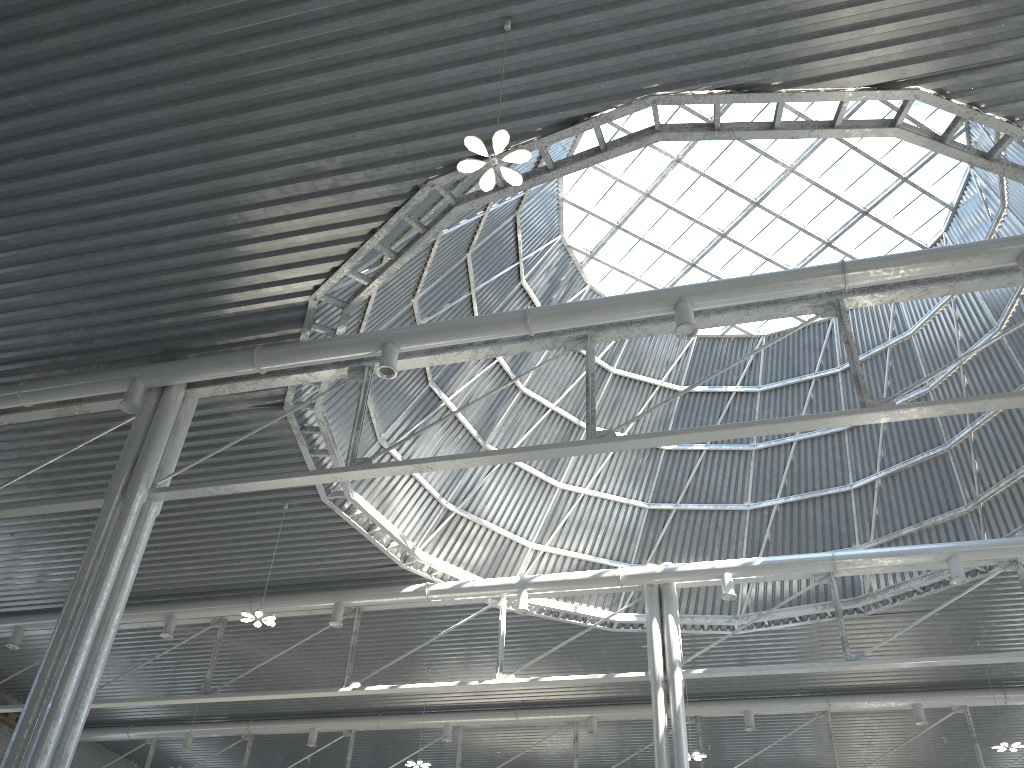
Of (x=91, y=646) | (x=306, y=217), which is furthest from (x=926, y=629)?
(x=91, y=646)
